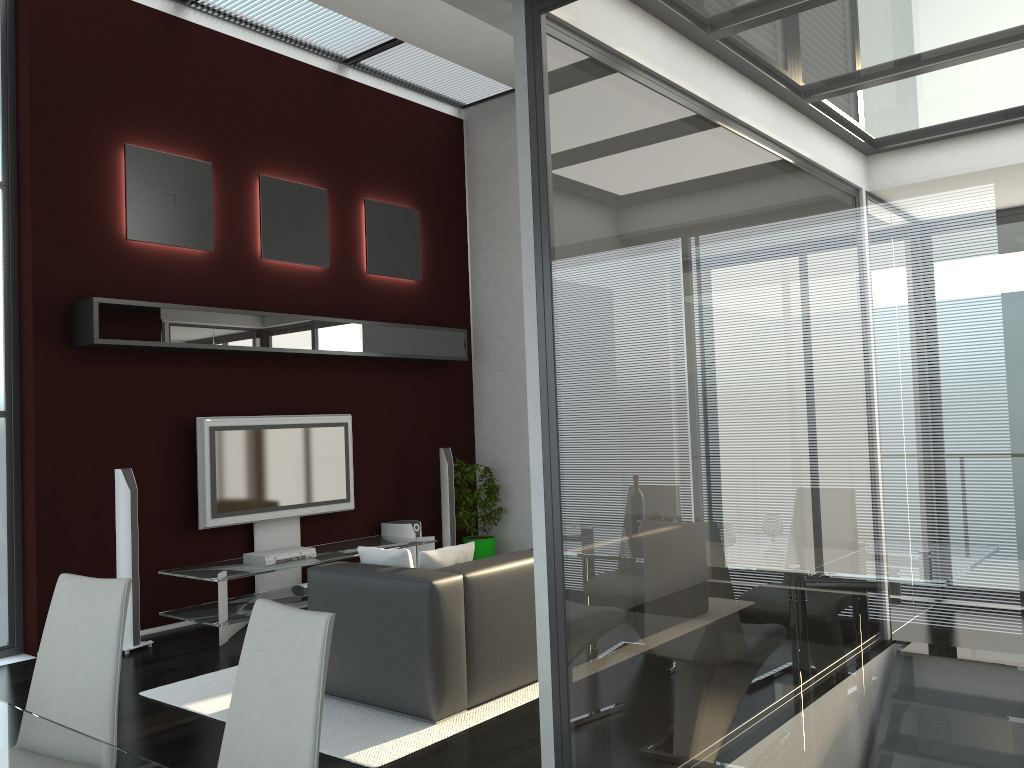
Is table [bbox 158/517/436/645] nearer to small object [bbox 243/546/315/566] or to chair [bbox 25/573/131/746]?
small object [bbox 243/546/315/566]

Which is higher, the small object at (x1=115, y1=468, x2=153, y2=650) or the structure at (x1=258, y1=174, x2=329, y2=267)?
the structure at (x1=258, y1=174, x2=329, y2=267)

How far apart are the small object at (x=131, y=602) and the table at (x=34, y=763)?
3.8m

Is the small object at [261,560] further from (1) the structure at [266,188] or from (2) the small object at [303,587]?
(1) the structure at [266,188]

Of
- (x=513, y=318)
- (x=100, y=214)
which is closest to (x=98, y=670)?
(x=100, y=214)

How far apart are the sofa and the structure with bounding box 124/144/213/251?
3.0m

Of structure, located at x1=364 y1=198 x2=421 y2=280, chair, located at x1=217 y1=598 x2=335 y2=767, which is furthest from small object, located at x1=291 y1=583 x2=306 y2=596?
chair, located at x1=217 y1=598 x2=335 y2=767

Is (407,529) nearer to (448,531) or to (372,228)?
(448,531)

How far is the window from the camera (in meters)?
5.68

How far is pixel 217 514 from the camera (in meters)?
6.44
